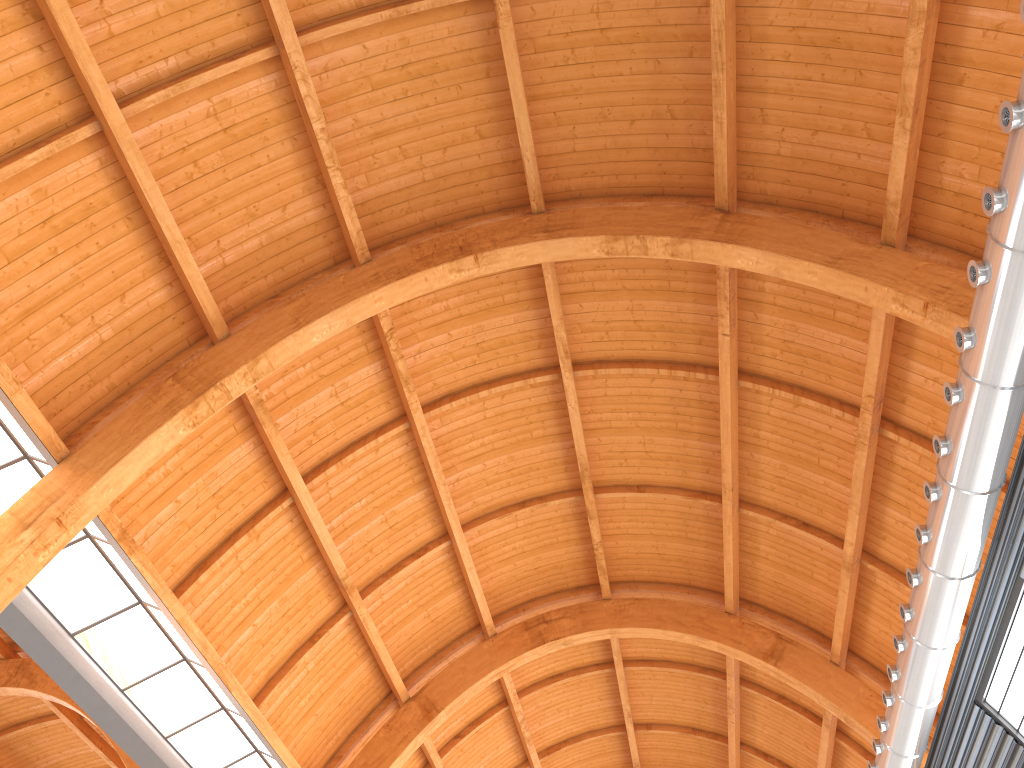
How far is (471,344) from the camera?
25.54m
